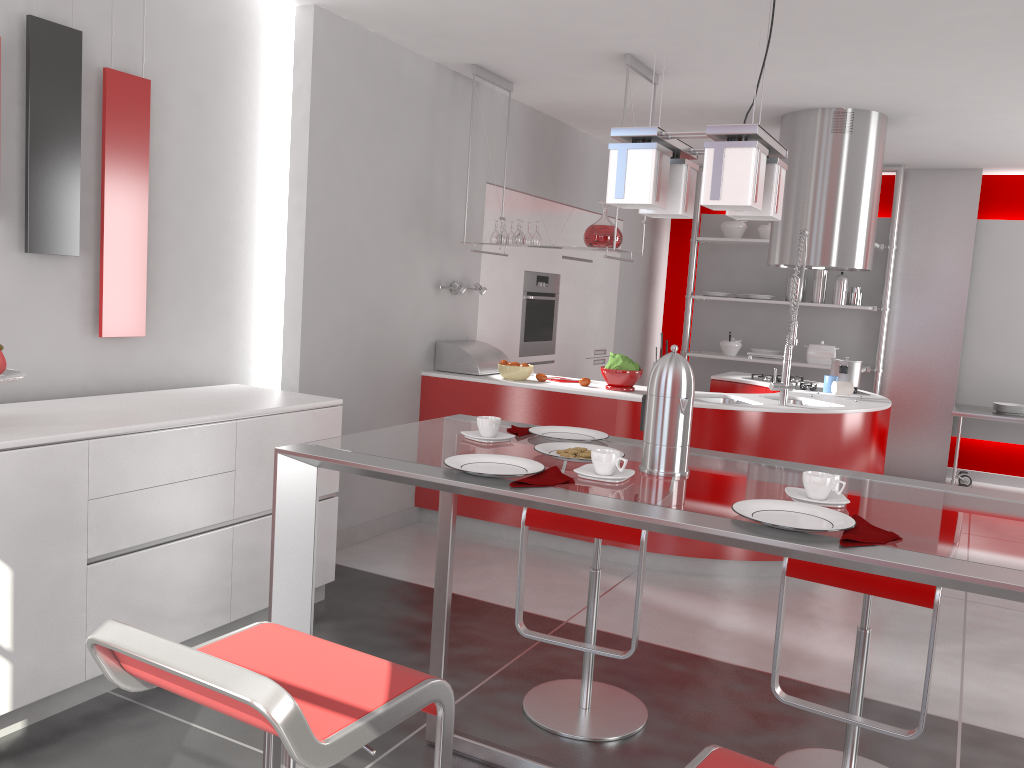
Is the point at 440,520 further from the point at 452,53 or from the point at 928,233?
the point at 928,233

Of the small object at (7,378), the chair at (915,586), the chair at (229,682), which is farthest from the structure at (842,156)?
the chair at (229,682)

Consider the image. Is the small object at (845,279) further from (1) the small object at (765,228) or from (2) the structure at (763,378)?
(2) the structure at (763,378)

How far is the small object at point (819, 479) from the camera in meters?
1.8 m

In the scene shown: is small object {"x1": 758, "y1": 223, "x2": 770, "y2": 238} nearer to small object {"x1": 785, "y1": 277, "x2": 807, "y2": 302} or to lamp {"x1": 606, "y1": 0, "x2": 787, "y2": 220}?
small object {"x1": 785, "y1": 277, "x2": 807, "y2": 302}

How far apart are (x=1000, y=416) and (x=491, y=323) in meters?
3.9 m

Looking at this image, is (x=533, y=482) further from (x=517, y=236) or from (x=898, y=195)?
(x=898, y=195)

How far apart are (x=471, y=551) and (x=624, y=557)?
0.80m

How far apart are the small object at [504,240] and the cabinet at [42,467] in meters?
1.7 m

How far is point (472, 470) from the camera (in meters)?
1.86
